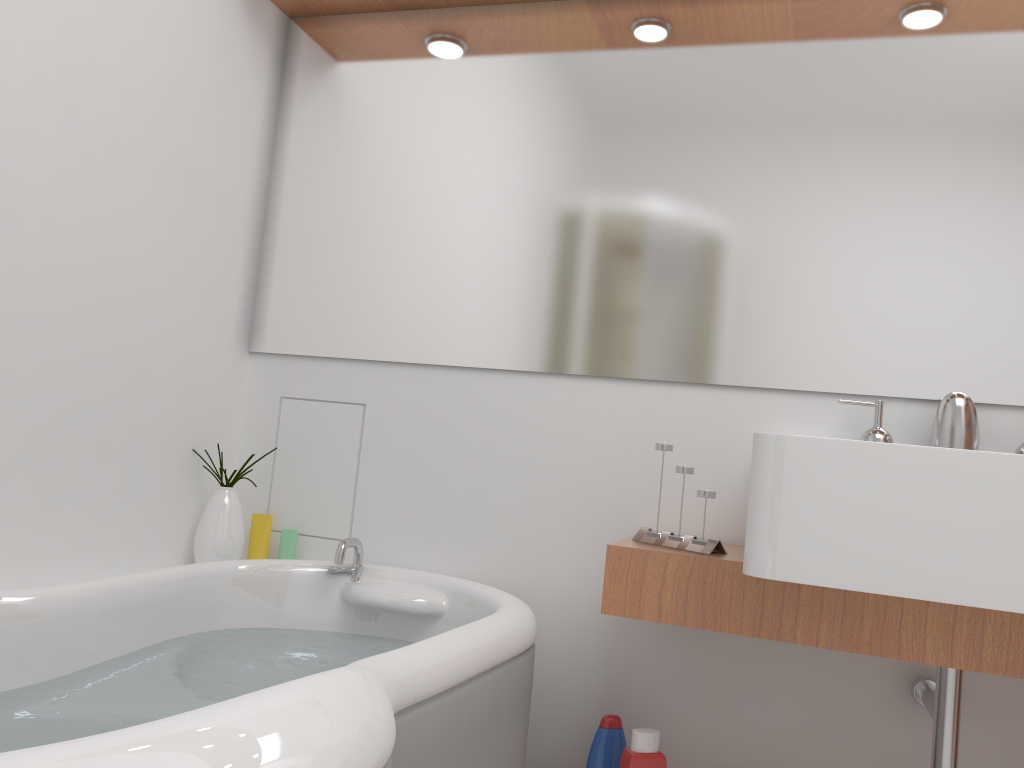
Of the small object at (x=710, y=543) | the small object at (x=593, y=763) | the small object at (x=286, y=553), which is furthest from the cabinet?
the small object at (x=286, y=553)

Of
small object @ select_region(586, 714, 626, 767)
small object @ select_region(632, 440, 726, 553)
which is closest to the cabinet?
small object @ select_region(632, 440, 726, 553)

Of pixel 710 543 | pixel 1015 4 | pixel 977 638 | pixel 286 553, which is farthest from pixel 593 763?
pixel 1015 4

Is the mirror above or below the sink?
above

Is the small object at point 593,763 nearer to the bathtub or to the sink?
the bathtub

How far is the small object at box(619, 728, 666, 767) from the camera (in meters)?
1.61

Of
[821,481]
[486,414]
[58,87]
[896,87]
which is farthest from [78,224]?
[896,87]

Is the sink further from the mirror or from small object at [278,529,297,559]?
small object at [278,529,297,559]

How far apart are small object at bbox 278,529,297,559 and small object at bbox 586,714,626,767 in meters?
0.8

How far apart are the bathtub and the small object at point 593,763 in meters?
0.2 m
